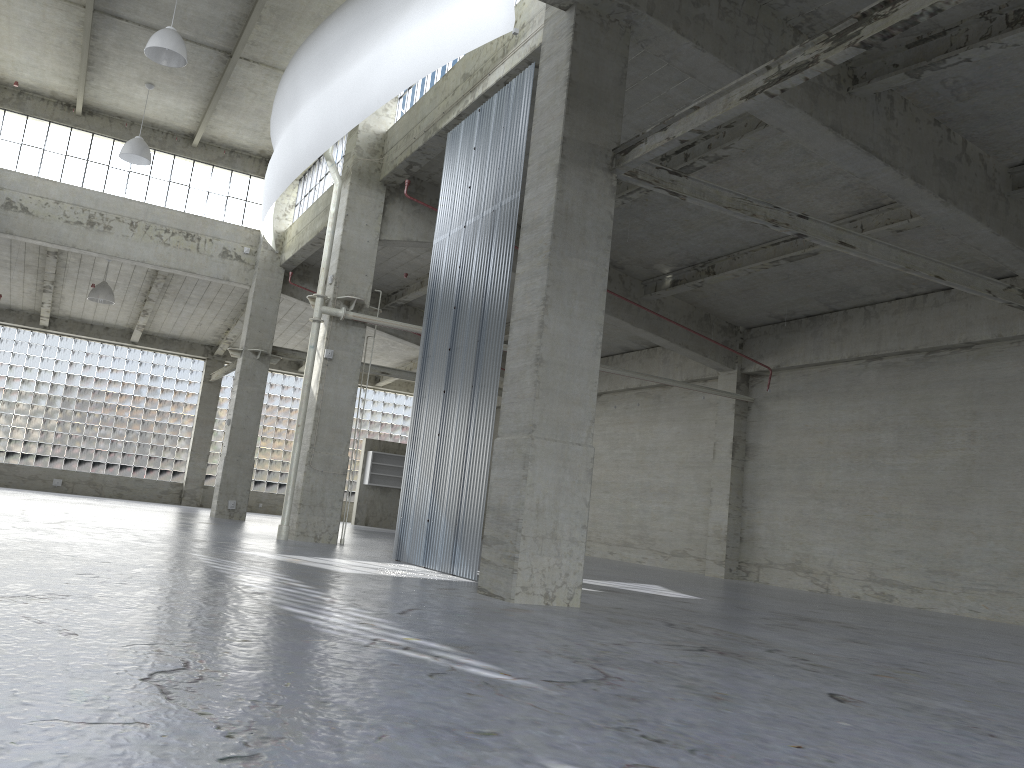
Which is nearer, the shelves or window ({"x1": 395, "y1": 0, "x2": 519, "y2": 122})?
window ({"x1": 395, "y1": 0, "x2": 519, "y2": 122})

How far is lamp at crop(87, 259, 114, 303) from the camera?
38.2 meters

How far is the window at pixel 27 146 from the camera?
34.19m

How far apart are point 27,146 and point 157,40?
14.1 meters

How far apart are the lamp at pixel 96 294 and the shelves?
15.7m

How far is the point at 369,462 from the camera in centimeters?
4824cm

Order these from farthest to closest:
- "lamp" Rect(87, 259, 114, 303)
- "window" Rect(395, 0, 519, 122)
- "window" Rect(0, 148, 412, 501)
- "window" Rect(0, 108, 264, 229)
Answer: "window" Rect(0, 148, 412, 501)
"lamp" Rect(87, 259, 114, 303)
"window" Rect(0, 108, 264, 229)
"window" Rect(395, 0, 519, 122)

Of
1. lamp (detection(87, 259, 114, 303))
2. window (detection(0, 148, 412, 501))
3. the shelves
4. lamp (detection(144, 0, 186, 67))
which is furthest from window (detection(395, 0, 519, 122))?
window (detection(0, 148, 412, 501))

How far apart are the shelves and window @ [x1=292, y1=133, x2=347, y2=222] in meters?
15.9 m

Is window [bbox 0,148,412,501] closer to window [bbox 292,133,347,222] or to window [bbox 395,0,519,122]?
window [bbox 292,133,347,222]
